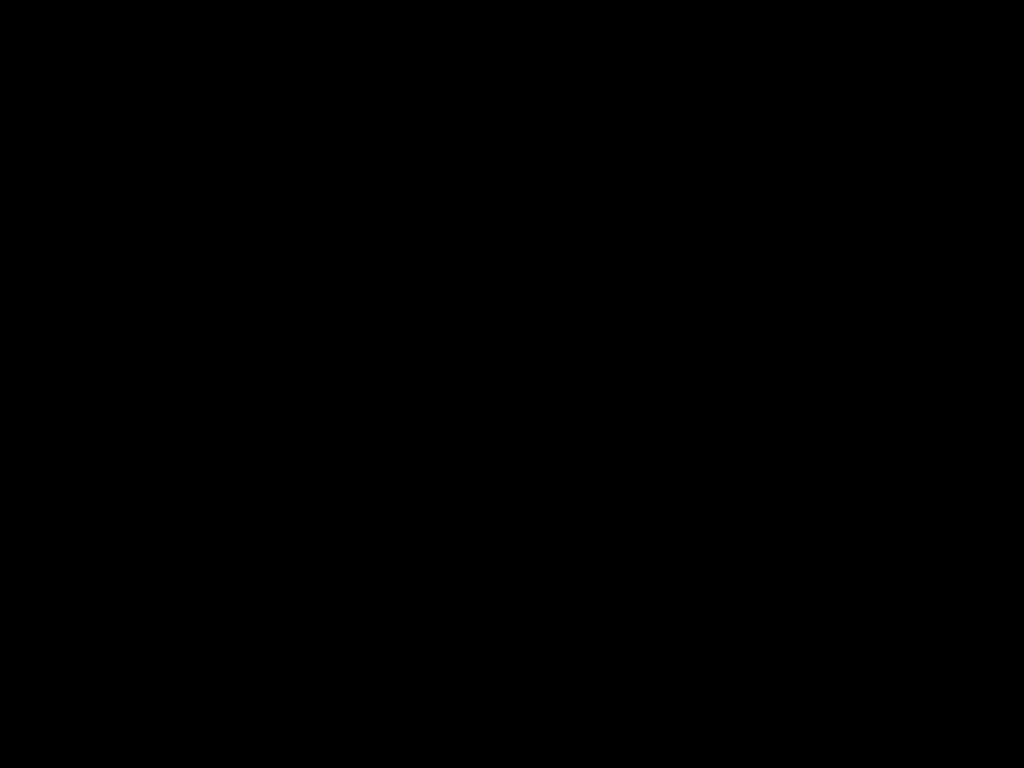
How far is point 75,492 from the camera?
0.7 meters

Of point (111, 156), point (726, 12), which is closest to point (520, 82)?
point (111, 156)

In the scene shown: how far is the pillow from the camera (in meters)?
2.47

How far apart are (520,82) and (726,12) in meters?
1.7 m

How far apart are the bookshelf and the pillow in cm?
5

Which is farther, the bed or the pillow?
the pillow

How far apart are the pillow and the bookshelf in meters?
0.0 m

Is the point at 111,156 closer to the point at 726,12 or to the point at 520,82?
the point at 520,82

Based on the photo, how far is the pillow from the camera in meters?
2.5

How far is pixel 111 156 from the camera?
2.46m
